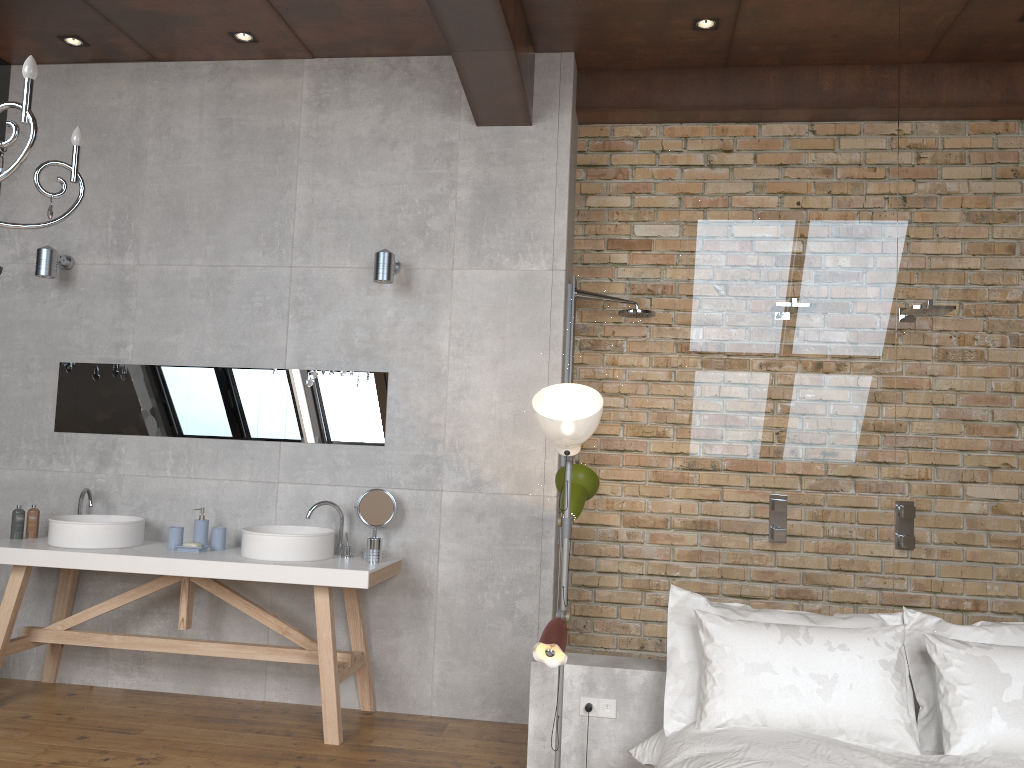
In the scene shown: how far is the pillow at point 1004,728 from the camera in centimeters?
283cm

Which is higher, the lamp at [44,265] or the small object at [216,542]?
the lamp at [44,265]

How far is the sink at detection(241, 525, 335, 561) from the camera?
4.1 meters

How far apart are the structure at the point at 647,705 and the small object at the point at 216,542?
1.80m

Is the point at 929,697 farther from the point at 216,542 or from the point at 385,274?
the point at 216,542

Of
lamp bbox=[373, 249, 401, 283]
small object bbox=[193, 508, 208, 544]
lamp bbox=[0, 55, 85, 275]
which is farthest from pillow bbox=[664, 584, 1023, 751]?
lamp bbox=[0, 55, 85, 275]

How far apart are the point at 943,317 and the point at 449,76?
2.7 meters

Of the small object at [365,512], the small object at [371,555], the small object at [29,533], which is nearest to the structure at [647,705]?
the small object at [371,555]

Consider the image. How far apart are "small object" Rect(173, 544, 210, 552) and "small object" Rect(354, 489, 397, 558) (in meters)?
0.77

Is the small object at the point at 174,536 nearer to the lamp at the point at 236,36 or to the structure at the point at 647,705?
the structure at the point at 647,705
